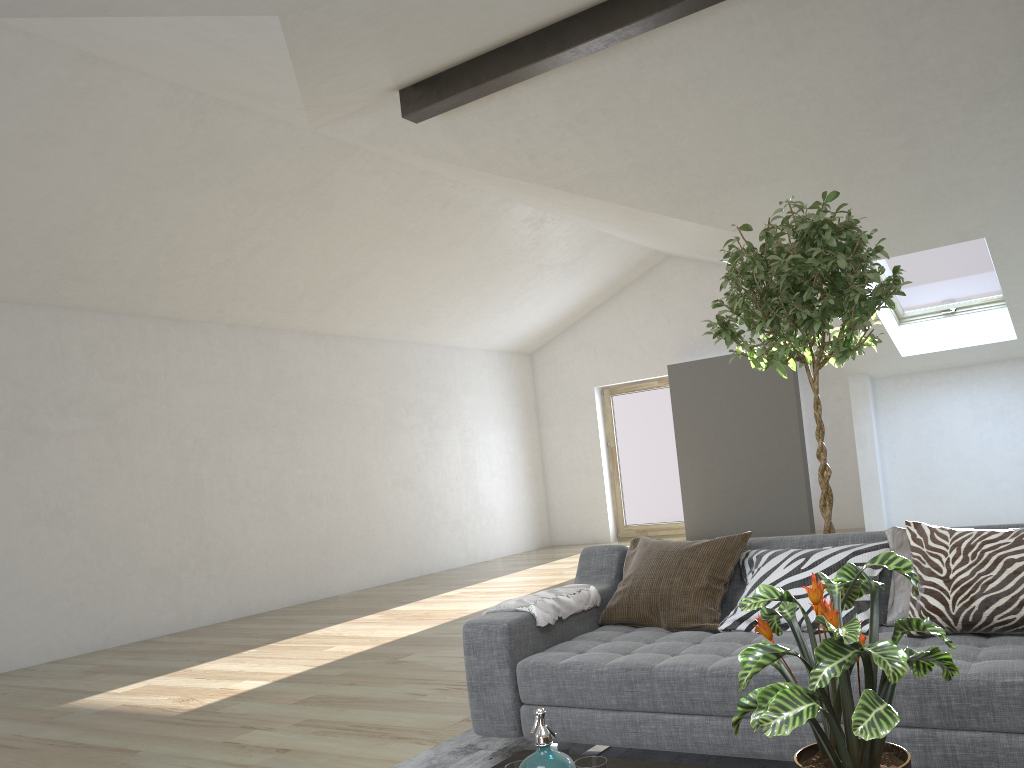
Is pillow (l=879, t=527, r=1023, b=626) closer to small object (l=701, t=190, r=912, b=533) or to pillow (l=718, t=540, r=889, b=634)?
pillow (l=718, t=540, r=889, b=634)

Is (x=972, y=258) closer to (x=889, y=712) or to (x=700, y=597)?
(x=700, y=597)

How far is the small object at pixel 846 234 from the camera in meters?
3.3

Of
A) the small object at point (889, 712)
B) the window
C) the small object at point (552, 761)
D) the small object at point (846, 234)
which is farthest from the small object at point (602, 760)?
the window

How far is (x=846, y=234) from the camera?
3.3m

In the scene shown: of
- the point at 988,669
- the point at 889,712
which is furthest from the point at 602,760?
the point at 988,669

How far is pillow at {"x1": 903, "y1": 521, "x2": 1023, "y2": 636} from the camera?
2.49m

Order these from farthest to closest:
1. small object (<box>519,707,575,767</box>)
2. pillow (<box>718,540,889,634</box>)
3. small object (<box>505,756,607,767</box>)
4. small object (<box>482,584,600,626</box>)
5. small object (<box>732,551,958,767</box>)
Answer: small object (<box>482,584,600,626</box>)
pillow (<box>718,540,889,634</box>)
small object (<box>505,756,607,767</box>)
small object (<box>519,707,575,767</box>)
small object (<box>732,551,958,767</box>)

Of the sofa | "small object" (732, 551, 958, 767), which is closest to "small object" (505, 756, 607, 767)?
"small object" (732, 551, 958, 767)

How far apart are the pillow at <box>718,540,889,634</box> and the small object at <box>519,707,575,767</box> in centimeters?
140cm
